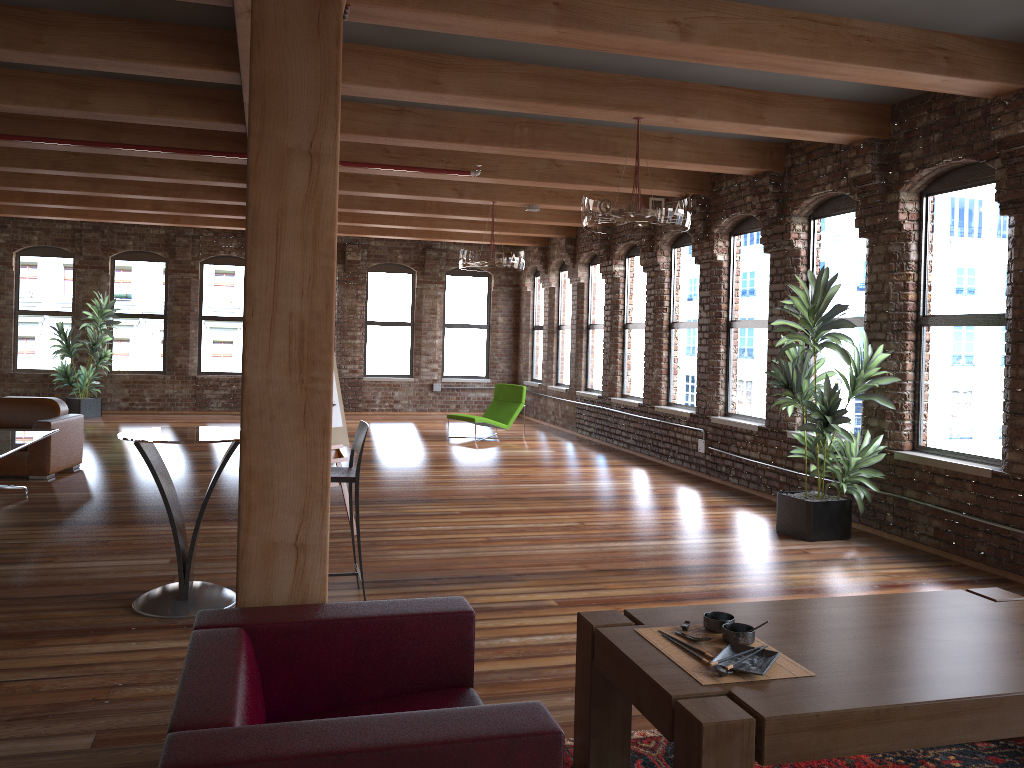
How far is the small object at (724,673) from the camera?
2.5m

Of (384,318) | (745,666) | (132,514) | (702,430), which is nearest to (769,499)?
(702,430)

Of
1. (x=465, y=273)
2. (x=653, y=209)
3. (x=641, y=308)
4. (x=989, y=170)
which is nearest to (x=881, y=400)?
(x=989, y=170)

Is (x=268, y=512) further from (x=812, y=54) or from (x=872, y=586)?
(x=872, y=586)

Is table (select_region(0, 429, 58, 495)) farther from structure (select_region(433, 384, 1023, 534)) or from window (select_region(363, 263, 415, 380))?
window (select_region(363, 263, 415, 380))

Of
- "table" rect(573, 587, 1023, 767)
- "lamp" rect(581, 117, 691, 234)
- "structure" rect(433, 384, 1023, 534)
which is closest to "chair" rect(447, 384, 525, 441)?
"structure" rect(433, 384, 1023, 534)

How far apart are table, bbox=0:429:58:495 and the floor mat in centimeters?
497cm

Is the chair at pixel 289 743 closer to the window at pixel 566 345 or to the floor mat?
A: the floor mat

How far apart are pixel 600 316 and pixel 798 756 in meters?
11.4 m

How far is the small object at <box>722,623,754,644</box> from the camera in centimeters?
273cm
